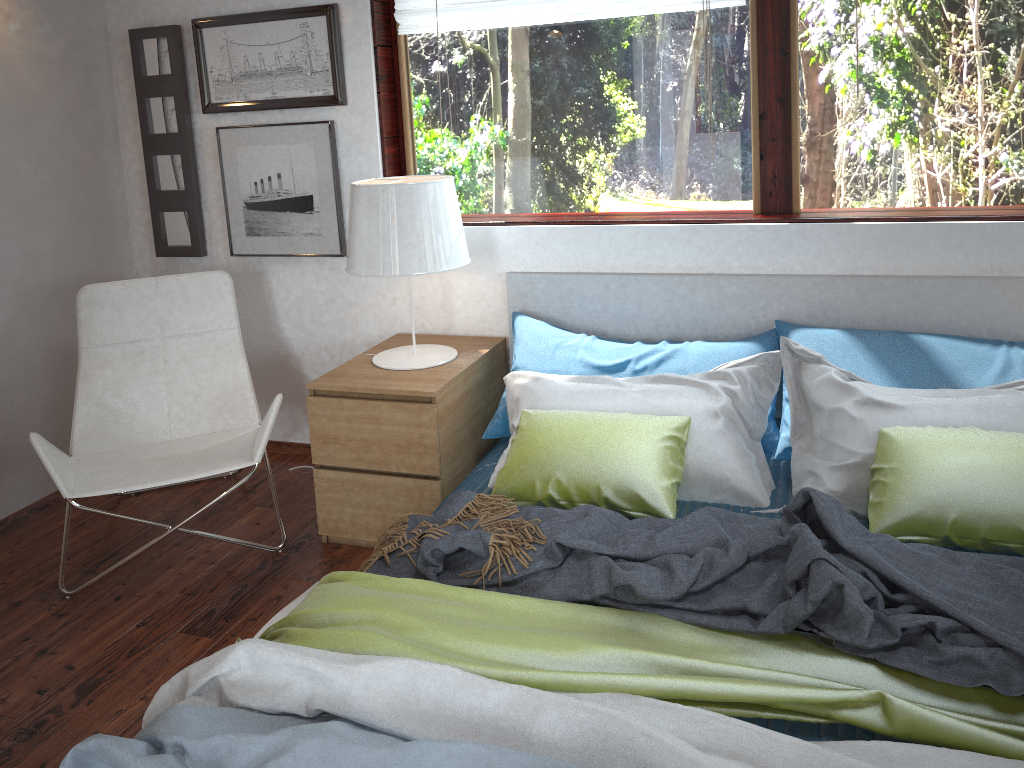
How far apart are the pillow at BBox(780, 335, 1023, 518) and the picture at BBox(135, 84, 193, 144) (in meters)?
2.30

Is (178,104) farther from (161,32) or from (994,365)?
(994,365)

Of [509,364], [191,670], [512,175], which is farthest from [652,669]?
[512,175]

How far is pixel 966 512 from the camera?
1.9 meters

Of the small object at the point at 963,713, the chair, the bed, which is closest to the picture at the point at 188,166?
the chair

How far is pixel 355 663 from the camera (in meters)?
1.54

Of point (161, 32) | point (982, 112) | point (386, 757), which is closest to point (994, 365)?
point (982, 112)

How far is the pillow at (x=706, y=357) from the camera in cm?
262

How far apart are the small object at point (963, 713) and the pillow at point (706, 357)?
1.0 meters

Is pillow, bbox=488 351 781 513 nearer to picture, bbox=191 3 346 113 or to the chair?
the chair
